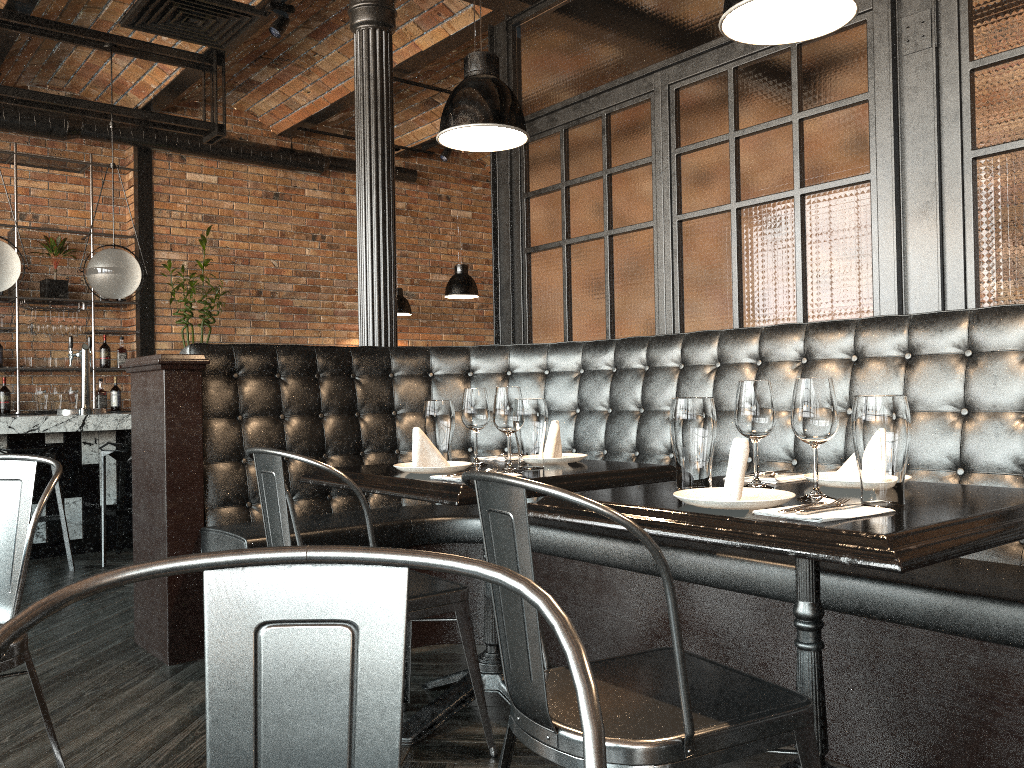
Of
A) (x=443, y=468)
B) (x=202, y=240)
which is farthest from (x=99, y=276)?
(x=443, y=468)

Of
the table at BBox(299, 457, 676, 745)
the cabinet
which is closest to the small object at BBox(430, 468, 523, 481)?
the table at BBox(299, 457, 676, 745)

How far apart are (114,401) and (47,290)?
1.1 meters

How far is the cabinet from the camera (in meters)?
7.62

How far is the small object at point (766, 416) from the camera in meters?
2.0 m

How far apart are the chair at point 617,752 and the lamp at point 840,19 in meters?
1.1 m

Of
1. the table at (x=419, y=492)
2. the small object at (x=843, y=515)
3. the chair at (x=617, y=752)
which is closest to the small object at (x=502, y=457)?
the table at (x=419, y=492)

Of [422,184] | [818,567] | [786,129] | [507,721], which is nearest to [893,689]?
[818,567]

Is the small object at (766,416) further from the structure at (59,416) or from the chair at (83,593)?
the structure at (59,416)

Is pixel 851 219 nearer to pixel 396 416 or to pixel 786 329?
pixel 786 329
